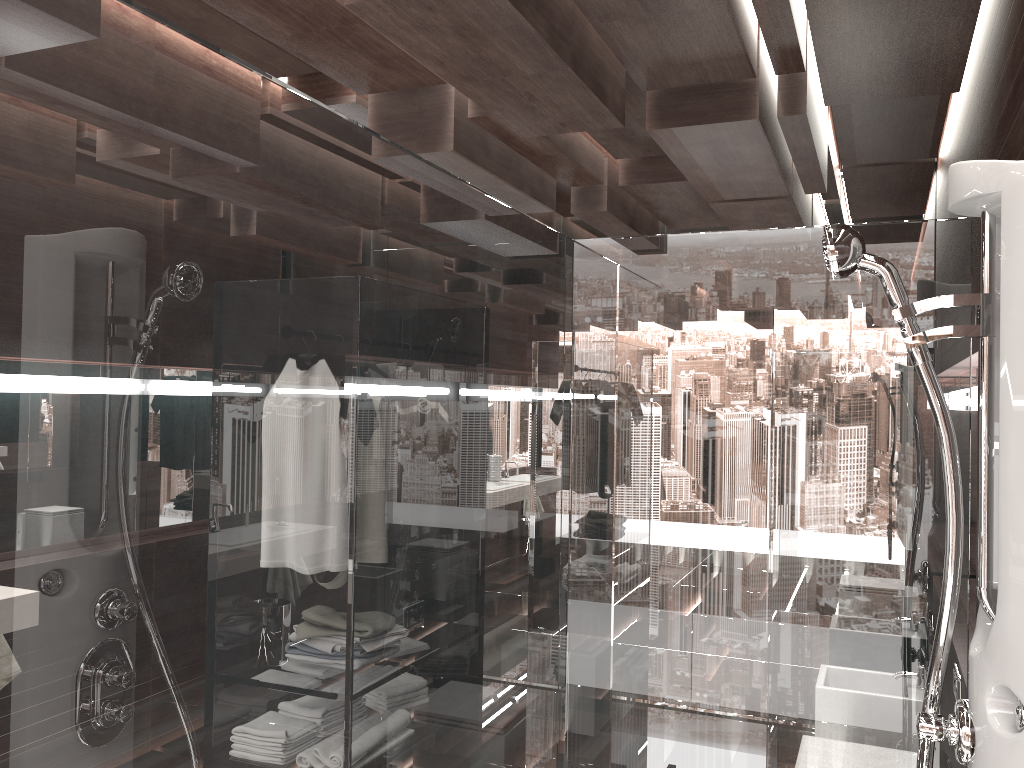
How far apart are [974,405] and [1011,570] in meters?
1.9

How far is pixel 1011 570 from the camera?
1.18m

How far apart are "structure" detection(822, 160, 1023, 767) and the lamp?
1.73m

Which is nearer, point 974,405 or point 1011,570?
point 1011,570

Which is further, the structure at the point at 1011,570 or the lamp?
the lamp

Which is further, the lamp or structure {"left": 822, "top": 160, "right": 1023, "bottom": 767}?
the lamp

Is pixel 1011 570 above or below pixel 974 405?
below

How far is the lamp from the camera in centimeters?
291cm

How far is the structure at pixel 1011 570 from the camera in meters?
1.2

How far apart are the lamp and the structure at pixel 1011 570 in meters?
1.7
